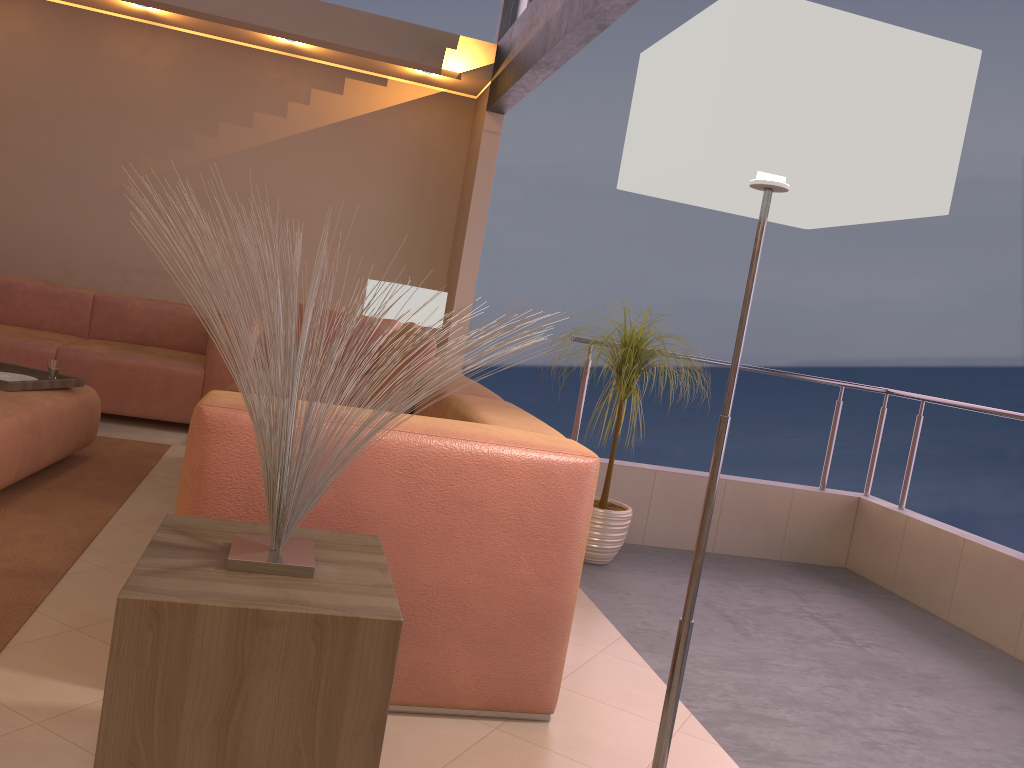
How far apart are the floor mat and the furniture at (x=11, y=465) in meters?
0.1

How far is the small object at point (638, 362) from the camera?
3.5m

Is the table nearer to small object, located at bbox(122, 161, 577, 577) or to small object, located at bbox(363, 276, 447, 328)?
small object, located at bbox(122, 161, 577, 577)

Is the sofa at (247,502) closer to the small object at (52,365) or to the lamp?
the lamp

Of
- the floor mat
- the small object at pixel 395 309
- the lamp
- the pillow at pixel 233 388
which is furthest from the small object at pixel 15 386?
the lamp

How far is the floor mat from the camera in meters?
2.4

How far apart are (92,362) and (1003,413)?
4.4m

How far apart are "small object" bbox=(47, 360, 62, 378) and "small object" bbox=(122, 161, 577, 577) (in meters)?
2.41

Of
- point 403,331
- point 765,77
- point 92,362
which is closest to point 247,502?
point 765,77

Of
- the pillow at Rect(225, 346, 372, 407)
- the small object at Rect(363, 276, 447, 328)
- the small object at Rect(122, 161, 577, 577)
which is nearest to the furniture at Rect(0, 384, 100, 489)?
the pillow at Rect(225, 346, 372, 407)
